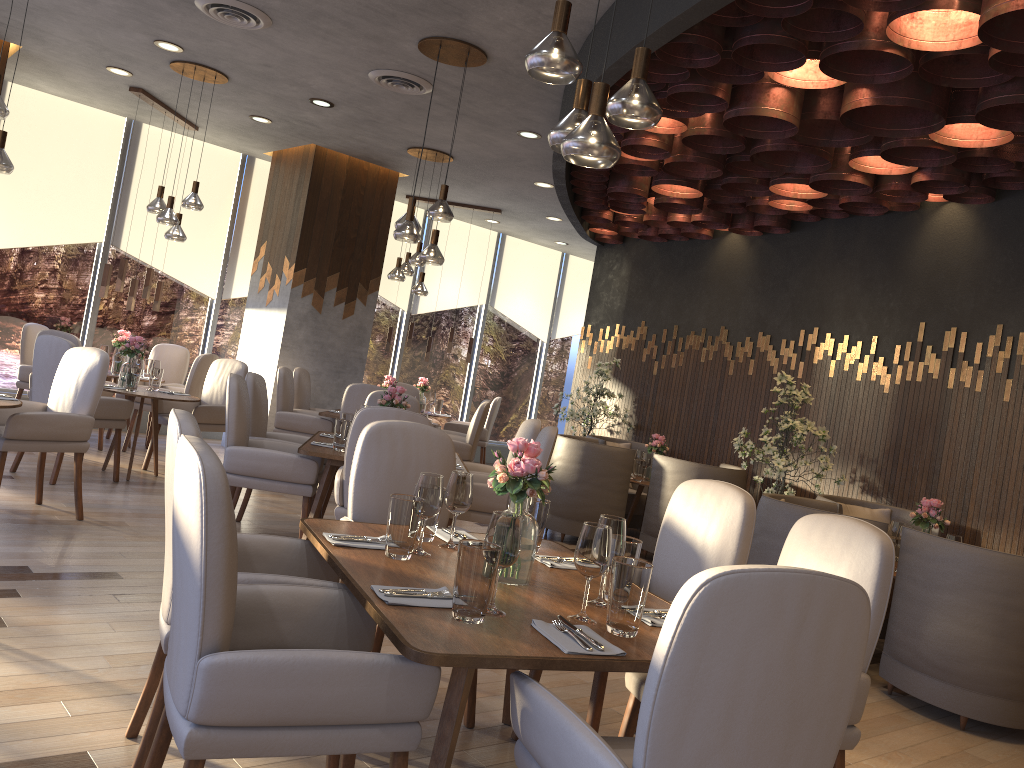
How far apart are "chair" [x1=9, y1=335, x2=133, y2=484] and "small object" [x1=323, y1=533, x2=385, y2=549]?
4.2 meters

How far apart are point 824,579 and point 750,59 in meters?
3.2

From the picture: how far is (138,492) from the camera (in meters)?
6.29

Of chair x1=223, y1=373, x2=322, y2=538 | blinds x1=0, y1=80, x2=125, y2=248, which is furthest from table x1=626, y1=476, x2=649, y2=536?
blinds x1=0, y1=80, x2=125, y2=248

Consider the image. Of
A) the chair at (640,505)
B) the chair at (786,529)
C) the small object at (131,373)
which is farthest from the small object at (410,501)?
the chair at (640,505)

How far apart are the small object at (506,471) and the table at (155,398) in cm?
468

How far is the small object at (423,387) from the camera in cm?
1044

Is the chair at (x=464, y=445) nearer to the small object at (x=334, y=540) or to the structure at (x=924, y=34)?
the structure at (x=924, y=34)

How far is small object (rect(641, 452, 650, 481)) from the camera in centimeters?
757cm

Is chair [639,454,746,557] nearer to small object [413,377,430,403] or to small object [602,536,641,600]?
small object [413,377,430,403]
